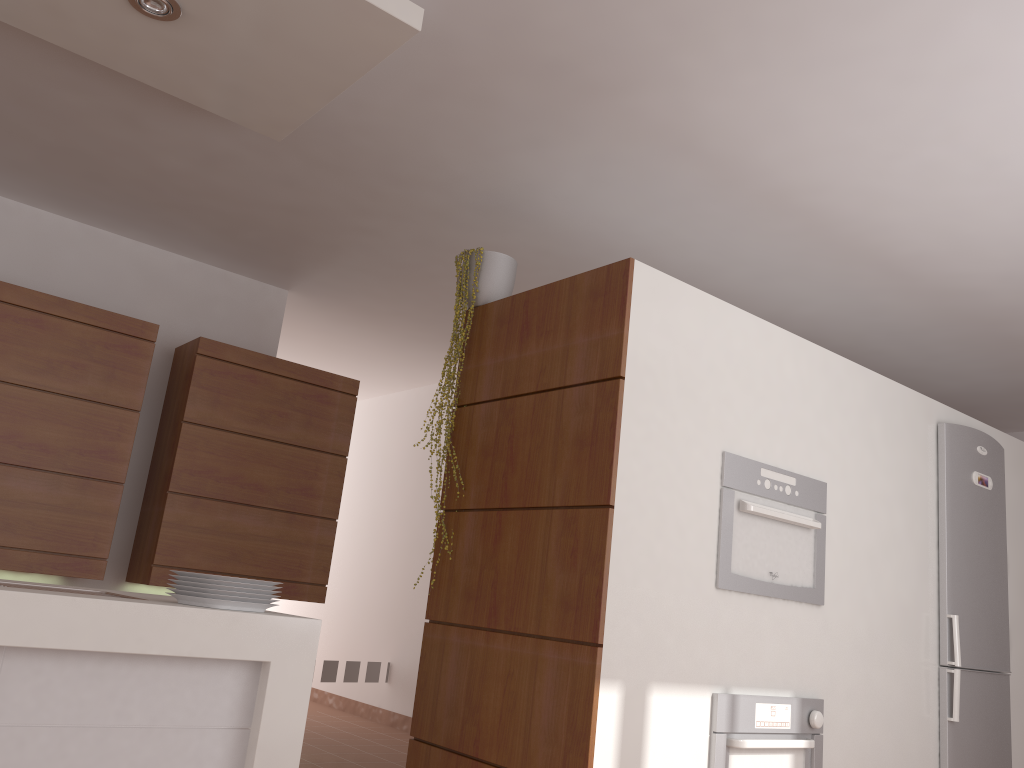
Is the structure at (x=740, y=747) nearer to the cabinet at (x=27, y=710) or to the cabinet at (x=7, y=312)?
the cabinet at (x=27, y=710)

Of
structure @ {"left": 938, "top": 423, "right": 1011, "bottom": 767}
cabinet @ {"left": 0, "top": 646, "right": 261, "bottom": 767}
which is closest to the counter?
cabinet @ {"left": 0, "top": 646, "right": 261, "bottom": 767}

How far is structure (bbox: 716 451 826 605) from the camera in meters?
3.0

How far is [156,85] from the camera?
2.83m

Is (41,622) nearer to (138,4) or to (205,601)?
(205,601)

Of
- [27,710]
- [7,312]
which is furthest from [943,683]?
[7,312]

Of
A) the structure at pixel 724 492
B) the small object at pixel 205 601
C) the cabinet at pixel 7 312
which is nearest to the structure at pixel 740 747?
the structure at pixel 724 492

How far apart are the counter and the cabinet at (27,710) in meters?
0.0

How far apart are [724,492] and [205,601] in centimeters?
172cm

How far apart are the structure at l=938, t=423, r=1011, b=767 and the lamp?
3.4m
